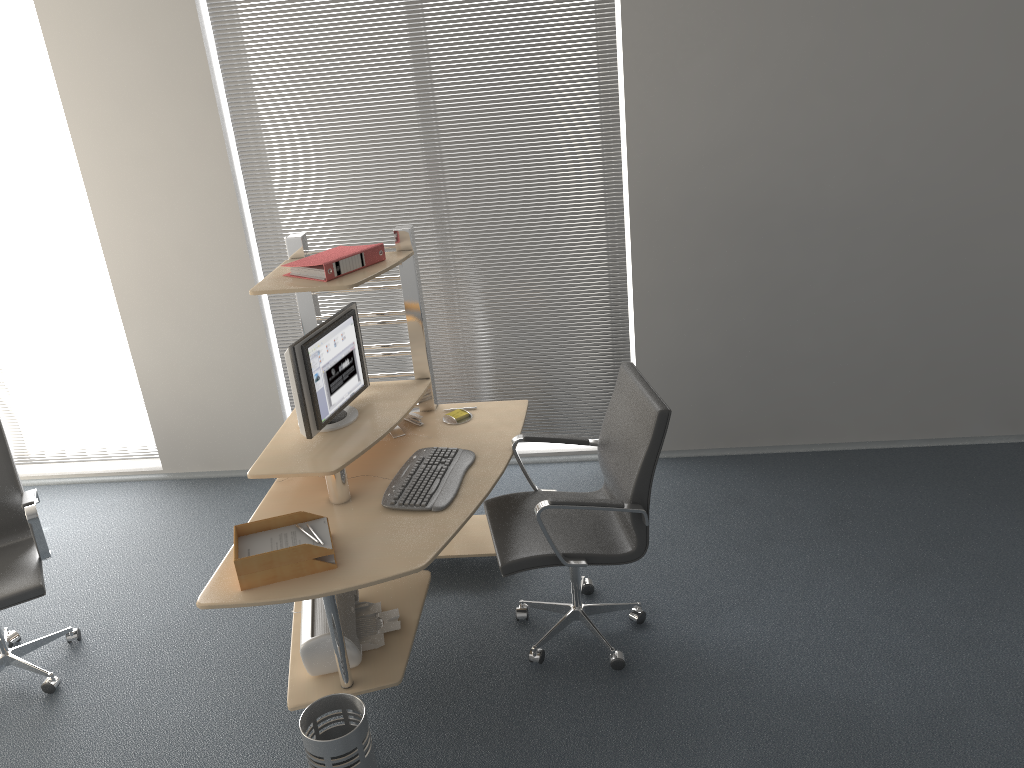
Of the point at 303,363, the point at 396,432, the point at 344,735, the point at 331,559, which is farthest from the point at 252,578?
the point at 396,432

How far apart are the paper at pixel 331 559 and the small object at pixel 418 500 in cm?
36

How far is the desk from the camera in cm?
289

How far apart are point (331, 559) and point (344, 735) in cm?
54

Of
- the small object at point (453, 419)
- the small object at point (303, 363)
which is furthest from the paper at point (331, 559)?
the small object at point (453, 419)

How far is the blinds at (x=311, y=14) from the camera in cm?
426

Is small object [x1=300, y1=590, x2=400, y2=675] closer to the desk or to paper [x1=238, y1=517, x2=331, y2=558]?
the desk

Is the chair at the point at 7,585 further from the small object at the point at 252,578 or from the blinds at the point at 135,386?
the blinds at the point at 135,386

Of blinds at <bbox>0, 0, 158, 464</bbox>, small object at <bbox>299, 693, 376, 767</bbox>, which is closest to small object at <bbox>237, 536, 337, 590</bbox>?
small object at <bbox>299, 693, 376, 767</bbox>

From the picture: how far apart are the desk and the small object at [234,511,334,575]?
0.07m
